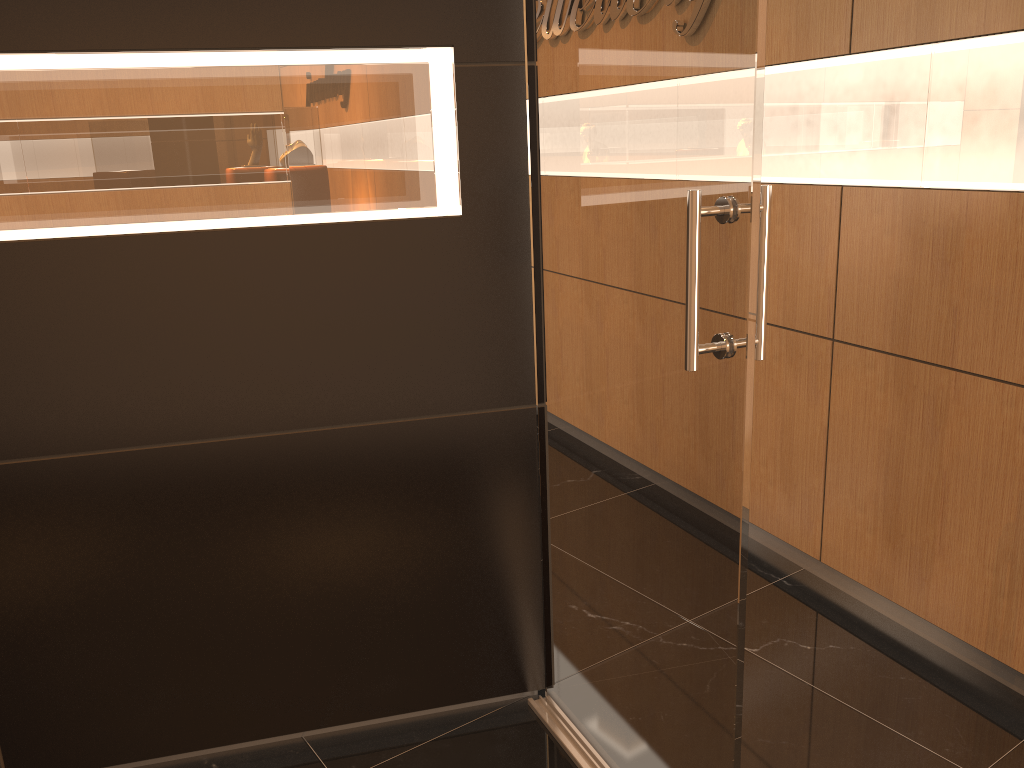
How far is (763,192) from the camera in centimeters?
157cm

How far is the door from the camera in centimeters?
157cm

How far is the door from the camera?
1.57m

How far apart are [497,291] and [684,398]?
0.7m

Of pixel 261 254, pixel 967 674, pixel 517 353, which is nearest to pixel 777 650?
pixel 967 674

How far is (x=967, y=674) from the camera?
2.7m

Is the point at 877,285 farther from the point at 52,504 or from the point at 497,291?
the point at 52,504
